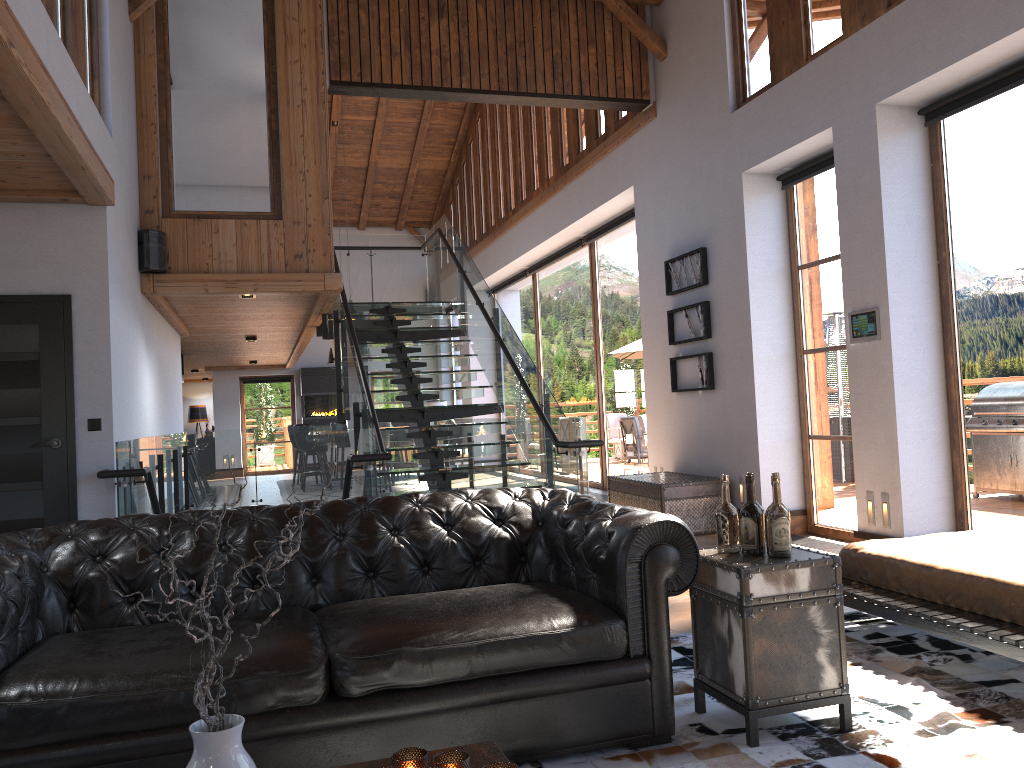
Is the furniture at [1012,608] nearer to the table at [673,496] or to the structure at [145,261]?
the table at [673,496]

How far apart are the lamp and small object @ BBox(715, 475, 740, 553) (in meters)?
22.10

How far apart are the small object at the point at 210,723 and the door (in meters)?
4.44

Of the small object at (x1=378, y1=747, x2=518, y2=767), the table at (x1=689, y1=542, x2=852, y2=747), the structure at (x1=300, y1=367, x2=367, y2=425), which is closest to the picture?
the table at (x1=689, y1=542, x2=852, y2=747)

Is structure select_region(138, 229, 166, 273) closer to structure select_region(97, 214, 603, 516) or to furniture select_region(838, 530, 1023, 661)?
structure select_region(97, 214, 603, 516)

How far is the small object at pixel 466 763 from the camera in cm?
188

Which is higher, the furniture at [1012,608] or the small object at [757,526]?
the small object at [757,526]

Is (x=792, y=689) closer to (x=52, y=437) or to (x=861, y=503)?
(x=861, y=503)

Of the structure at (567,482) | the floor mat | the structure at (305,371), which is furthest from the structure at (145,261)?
the structure at (305,371)

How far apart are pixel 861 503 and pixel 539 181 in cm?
823
